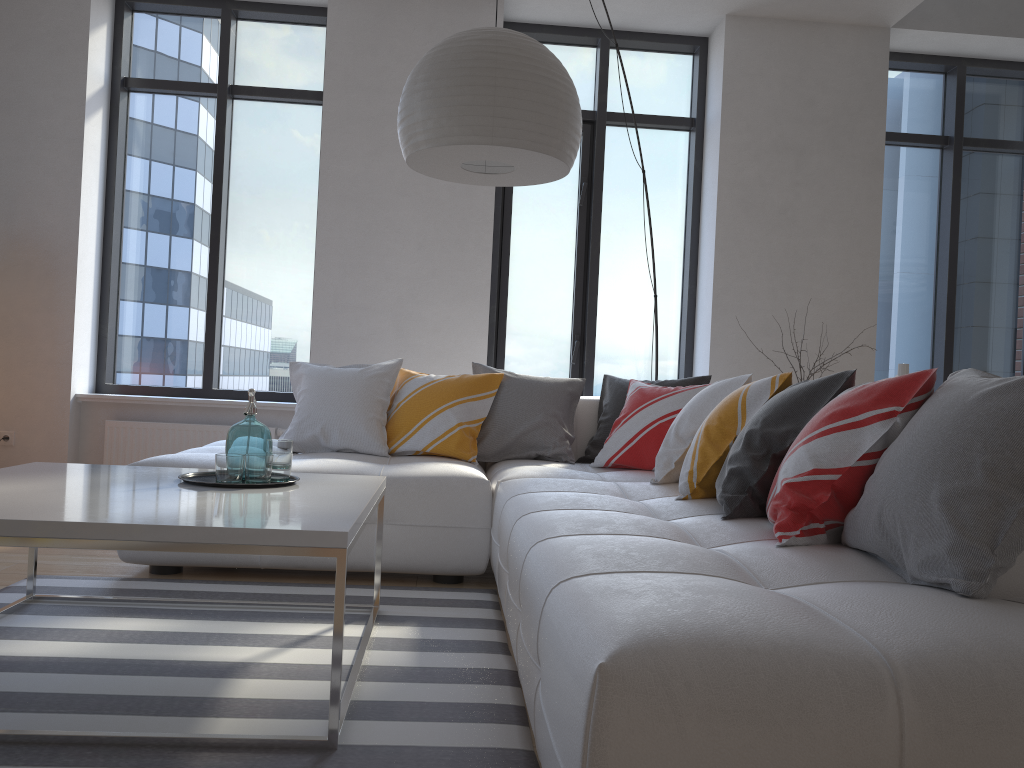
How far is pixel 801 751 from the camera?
1.1m

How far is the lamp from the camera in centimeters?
260cm

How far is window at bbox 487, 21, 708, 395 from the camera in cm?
551

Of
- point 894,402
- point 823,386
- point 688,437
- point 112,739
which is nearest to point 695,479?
point 688,437

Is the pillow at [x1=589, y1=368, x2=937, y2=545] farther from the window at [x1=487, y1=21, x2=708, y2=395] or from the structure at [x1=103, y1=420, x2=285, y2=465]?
the structure at [x1=103, y1=420, x2=285, y2=465]

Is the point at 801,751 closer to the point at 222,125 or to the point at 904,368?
the point at 904,368

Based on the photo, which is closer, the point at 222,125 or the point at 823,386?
the point at 823,386

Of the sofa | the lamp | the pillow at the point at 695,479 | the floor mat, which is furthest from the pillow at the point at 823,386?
the lamp

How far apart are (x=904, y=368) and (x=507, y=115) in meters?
1.6

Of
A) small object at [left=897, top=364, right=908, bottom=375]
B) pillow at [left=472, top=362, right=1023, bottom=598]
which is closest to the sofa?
pillow at [left=472, top=362, right=1023, bottom=598]
